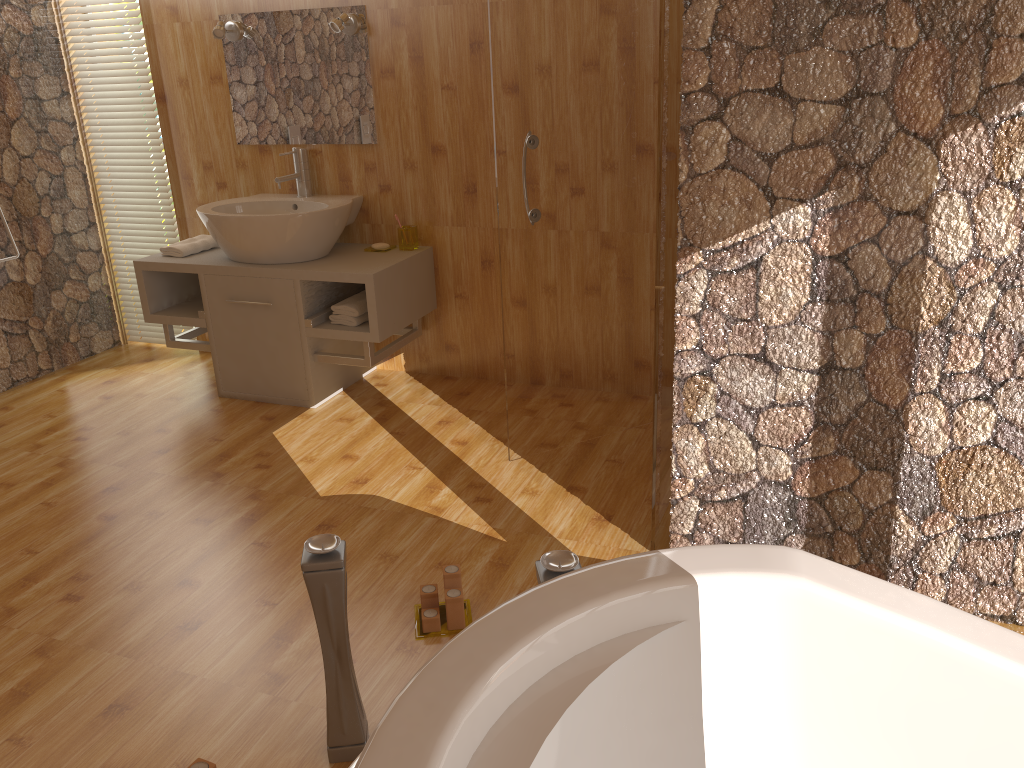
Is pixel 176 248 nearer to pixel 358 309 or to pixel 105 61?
pixel 358 309

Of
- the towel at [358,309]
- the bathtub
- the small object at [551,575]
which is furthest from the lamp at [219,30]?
the bathtub

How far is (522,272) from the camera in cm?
279

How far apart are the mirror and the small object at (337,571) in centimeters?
235cm

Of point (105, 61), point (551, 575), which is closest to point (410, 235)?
point (105, 61)

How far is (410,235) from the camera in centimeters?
360cm

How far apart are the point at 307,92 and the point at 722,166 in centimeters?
227cm

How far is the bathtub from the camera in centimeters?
94cm

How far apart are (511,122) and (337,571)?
1.5 meters

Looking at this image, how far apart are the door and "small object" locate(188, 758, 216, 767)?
1.5 meters
